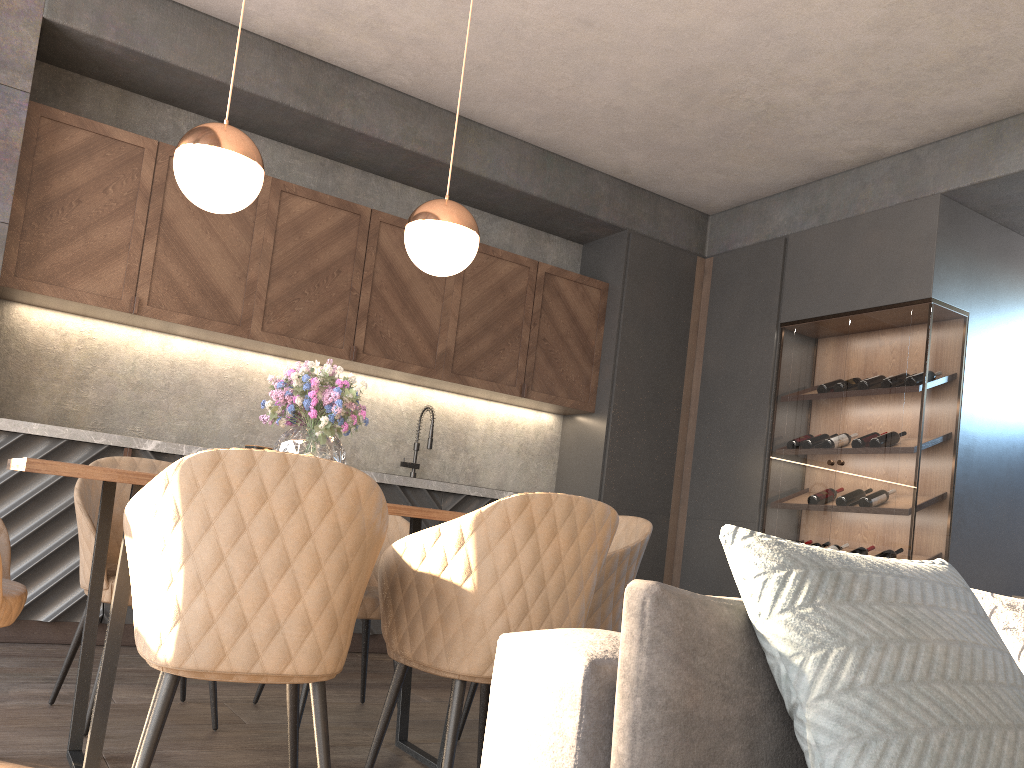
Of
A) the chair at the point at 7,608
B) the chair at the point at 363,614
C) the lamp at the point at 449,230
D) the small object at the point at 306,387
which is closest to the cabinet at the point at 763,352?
the chair at the point at 363,614

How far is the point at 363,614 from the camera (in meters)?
2.93

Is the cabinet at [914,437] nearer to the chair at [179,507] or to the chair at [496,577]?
the chair at [496,577]

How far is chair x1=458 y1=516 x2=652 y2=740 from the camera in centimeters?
274cm

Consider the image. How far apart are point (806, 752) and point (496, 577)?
0.96m

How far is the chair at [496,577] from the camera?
2.0 meters

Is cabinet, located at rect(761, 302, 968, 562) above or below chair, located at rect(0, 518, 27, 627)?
above

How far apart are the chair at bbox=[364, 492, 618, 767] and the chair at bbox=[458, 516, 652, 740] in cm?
48

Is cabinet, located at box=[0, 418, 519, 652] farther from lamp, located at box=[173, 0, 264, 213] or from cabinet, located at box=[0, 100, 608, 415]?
lamp, located at box=[173, 0, 264, 213]

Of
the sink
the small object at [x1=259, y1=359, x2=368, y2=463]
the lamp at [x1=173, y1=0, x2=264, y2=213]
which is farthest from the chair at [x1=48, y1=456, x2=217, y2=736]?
the sink
